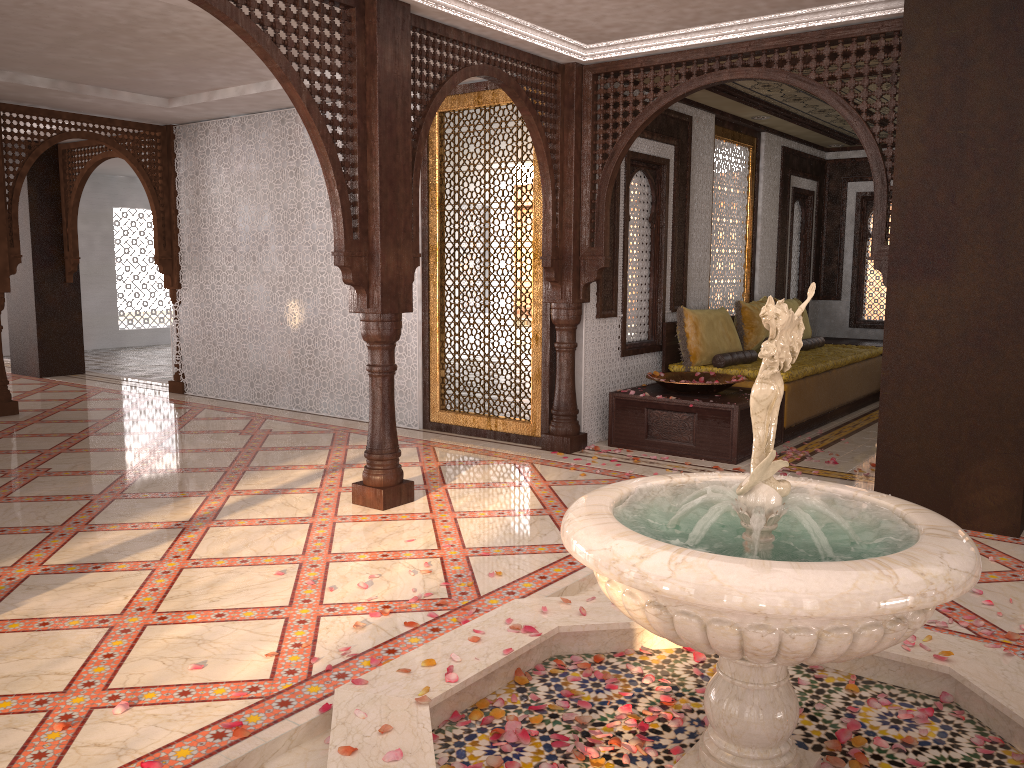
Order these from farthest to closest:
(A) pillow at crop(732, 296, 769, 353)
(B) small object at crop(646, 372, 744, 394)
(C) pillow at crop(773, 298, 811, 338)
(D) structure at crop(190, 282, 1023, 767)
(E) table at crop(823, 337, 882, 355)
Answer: (E) table at crop(823, 337, 882, 355)
(C) pillow at crop(773, 298, 811, 338)
(A) pillow at crop(732, 296, 769, 353)
(B) small object at crop(646, 372, 744, 394)
(D) structure at crop(190, 282, 1023, 767)

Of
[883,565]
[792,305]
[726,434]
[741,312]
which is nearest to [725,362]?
[741,312]

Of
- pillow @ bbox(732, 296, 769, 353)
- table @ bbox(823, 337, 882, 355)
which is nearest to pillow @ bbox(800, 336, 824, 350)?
pillow @ bbox(732, 296, 769, 353)

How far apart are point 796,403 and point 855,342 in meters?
3.6

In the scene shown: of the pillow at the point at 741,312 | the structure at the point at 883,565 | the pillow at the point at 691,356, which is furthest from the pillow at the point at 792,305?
the structure at the point at 883,565

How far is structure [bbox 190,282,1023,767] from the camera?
2.0 meters

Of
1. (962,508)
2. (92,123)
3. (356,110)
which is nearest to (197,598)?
(356,110)

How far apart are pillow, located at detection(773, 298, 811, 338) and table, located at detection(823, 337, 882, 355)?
1.0 meters

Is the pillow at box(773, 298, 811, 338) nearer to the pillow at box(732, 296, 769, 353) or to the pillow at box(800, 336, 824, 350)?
the pillow at box(800, 336, 824, 350)

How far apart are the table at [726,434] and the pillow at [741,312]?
1.3m
